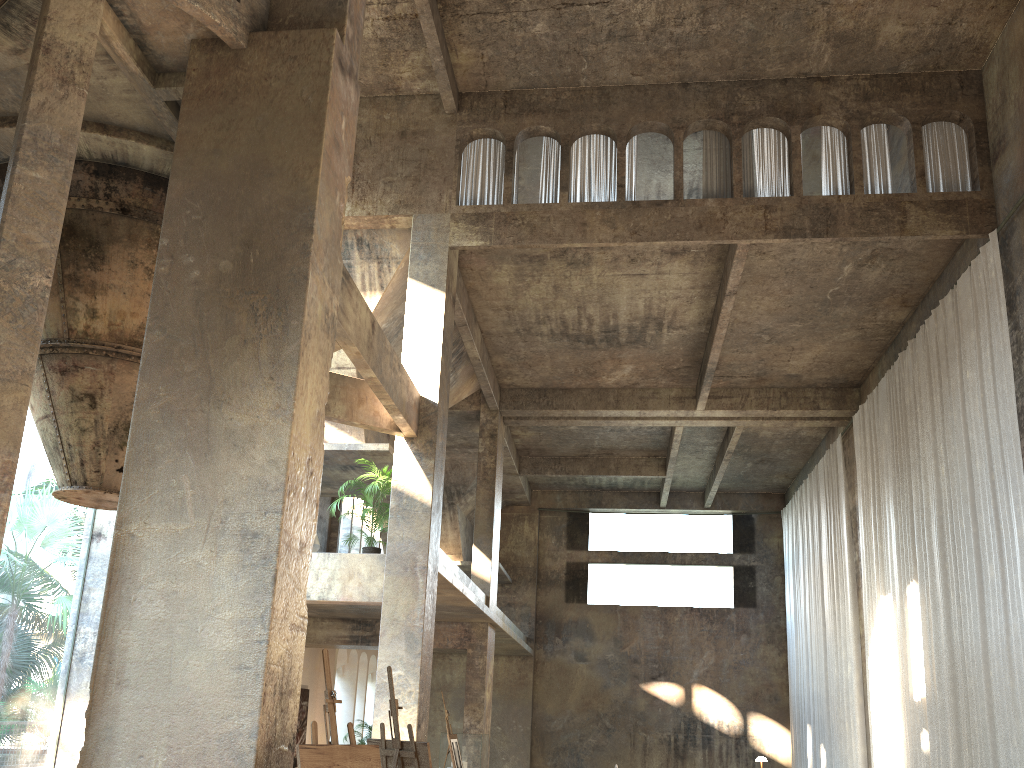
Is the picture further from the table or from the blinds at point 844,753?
the blinds at point 844,753

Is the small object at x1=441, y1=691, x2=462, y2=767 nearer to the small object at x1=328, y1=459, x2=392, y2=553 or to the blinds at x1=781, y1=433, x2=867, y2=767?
the small object at x1=328, y1=459, x2=392, y2=553

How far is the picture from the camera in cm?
1952

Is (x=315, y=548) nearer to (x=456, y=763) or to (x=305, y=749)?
(x=456, y=763)

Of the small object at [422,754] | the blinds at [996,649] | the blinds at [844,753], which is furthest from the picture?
the small object at [422,754]

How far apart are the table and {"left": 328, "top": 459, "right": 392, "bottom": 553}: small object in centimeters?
104cm

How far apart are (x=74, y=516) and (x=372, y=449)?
41.9 meters

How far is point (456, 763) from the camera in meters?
11.3

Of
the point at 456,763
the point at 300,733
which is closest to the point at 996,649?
the point at 456,763

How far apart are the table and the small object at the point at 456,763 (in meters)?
4.06
